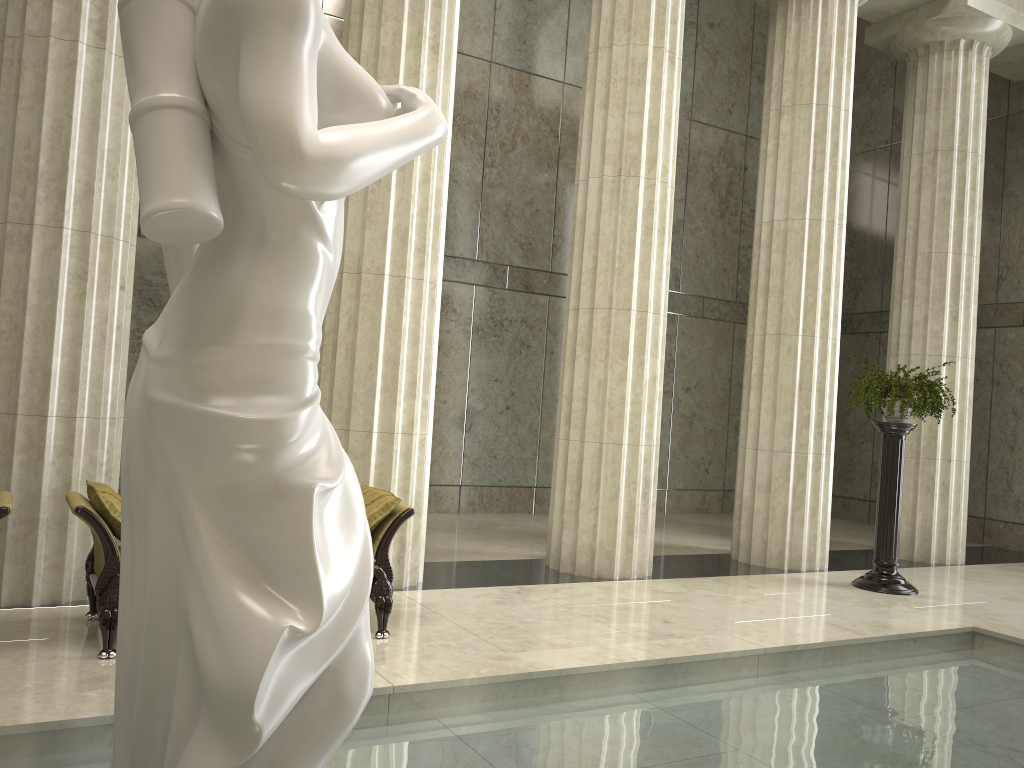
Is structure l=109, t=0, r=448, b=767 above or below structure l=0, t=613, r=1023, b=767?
above

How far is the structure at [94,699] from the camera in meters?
3.6 m

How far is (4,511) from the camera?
4.9 meters

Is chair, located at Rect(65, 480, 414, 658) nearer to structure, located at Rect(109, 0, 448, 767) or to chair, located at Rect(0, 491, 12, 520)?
chair, located at Rect(0, 491, 12, 520)

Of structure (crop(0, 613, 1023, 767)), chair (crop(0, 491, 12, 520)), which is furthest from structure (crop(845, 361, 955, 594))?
chair (crop(0, 491, 12, 520))

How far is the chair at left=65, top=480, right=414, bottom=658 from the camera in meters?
5.1 m

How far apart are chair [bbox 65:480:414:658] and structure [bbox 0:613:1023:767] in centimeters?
159cm

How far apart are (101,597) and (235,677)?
3.9 meters

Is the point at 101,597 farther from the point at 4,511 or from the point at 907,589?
the point at 907,589

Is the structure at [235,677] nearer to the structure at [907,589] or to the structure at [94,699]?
the structure at [94,699]
